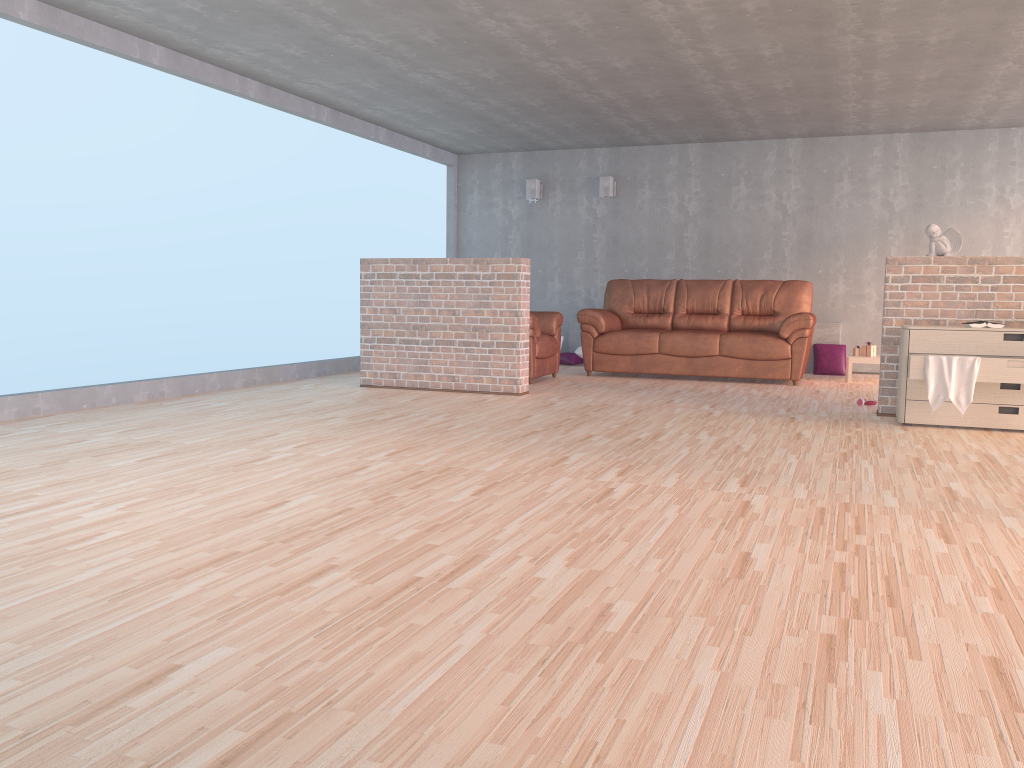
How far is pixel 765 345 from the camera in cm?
798

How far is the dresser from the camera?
5.08m

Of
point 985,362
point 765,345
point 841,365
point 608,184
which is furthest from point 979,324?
point 608,184

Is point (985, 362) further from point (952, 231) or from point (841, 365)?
point (841, 365)

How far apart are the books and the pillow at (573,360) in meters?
5.0 m

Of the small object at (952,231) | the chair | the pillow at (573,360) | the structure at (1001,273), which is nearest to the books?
the structure at (1001,273)

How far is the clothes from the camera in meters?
5.1 m

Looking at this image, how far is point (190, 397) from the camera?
6.4 meters

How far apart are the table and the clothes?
3.2m

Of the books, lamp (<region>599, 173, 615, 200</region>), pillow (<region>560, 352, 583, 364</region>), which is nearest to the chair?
pillow (<region>560, 352, 583, 364</region>)
